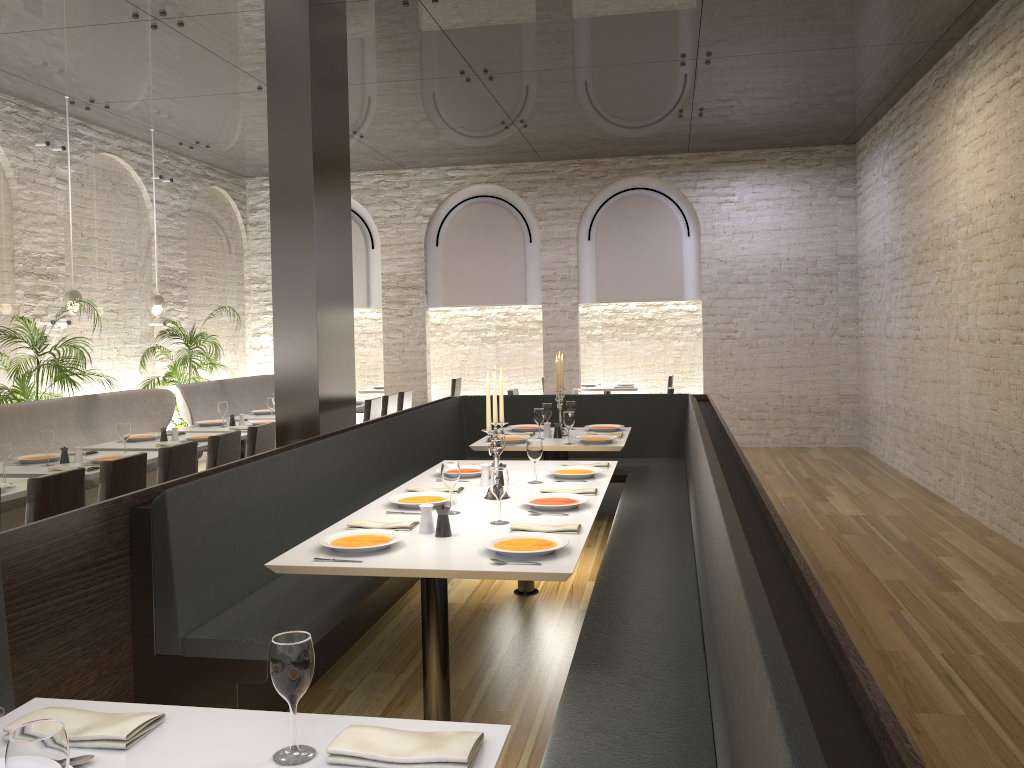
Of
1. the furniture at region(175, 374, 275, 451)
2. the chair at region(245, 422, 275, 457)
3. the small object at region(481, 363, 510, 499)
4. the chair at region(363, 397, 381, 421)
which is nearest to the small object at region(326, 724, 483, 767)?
the small object at region(481, 363, 510, 499)

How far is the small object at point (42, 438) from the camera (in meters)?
5.74

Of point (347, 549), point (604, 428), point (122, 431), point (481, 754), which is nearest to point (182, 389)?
point (122, 431)

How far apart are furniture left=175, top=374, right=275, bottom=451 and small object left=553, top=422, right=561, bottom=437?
4.2 meters

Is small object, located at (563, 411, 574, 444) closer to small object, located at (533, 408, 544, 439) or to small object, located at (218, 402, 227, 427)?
small object, located at (533, 408, 544, 439)

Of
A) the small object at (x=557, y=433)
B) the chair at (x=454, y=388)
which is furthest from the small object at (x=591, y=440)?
the chair at (x=454, y=388)

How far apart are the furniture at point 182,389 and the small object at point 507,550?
6.4 meters

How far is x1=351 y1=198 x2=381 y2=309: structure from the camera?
12.5m

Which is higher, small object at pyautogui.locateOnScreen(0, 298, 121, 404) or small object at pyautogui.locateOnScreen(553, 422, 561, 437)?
small object at pyautogui.locateOnScreen(0, 298, 121, 404)

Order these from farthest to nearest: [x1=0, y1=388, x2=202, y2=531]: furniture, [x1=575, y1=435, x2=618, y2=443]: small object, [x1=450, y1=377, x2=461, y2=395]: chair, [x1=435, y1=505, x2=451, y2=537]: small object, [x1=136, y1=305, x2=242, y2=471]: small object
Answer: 1. [x1=450, y1=377, x2=461, y2=395]: chair
2. [x1=136, y1=305, x2=242, y2=471]: small object
3. [x1=0, y1=388, x2=202, y2=531]: furniture
4. [x1=575, y1=435, x2=618, y2=443]: small object
5. [x1=435, y1=505, x2=451, y2=537]: small object
